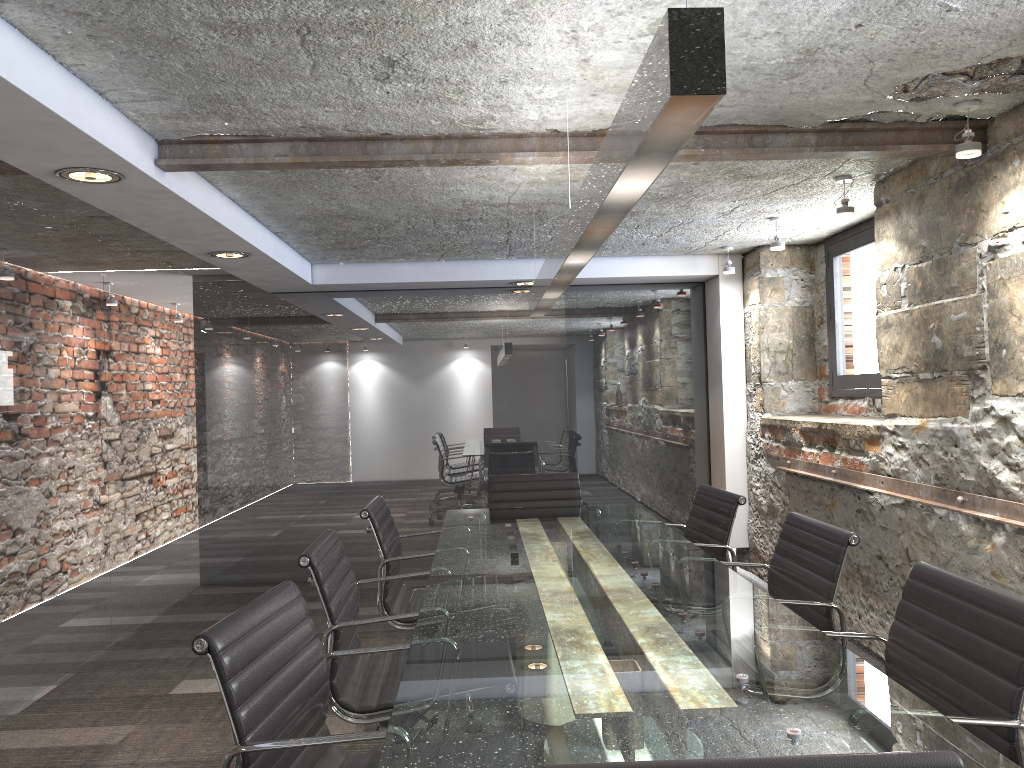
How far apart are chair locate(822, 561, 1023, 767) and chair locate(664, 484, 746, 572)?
1.3m

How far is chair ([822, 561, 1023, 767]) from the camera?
1.6 meters

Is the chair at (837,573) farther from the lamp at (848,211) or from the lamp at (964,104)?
the lamp at (848,211)

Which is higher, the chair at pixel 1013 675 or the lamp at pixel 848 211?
the lamp at pixel 848 211

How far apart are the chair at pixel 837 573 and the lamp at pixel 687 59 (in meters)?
1.06

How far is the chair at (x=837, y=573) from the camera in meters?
2.5

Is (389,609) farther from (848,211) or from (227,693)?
(848,211)

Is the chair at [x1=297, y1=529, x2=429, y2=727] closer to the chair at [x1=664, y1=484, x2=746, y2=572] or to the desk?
the desk

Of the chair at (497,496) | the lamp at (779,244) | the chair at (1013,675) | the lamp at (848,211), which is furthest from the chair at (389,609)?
the lamp at (779,244)

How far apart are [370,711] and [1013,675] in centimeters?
154cm
